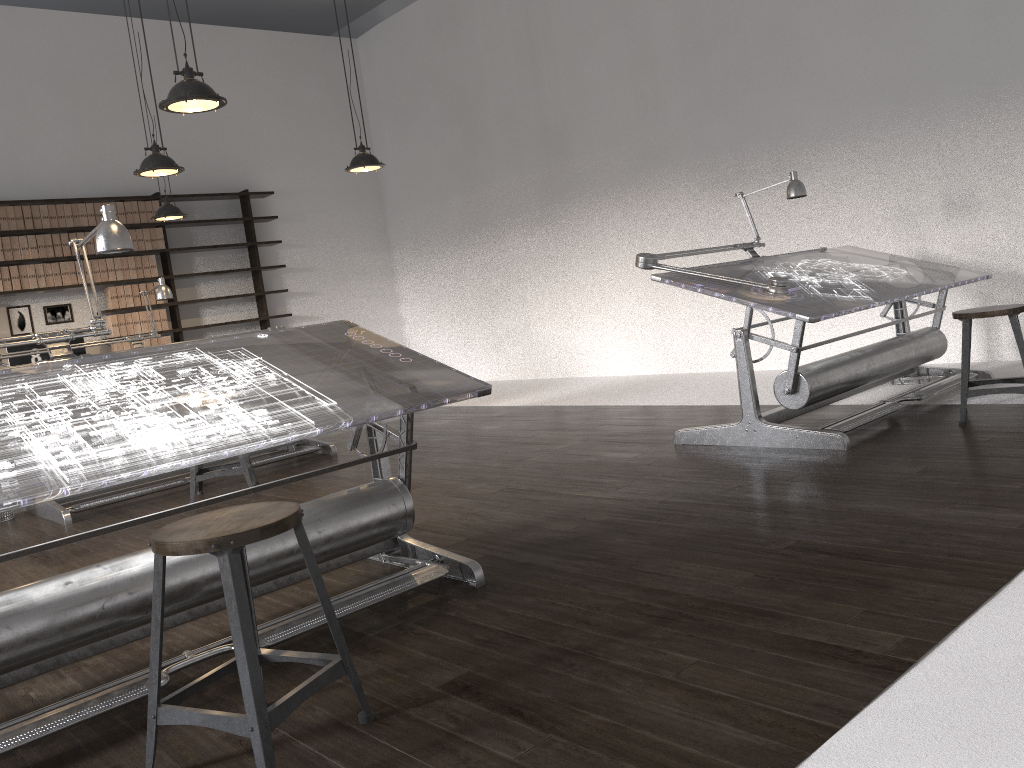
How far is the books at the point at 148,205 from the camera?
8.9m

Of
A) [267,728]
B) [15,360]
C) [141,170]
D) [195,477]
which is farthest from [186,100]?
[15,360]

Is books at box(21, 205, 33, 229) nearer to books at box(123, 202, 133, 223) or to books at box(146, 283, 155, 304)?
books at box(123, 202, 133, 223)

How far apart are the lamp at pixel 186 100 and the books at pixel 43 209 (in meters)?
4.88

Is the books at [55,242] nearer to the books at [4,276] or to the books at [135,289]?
the books at [4,276]

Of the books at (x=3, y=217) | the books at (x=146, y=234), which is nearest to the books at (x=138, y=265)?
the books at (x=146, y=234)

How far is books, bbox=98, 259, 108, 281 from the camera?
8.6m

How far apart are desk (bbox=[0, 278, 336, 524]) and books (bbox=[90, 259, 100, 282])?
2.8m

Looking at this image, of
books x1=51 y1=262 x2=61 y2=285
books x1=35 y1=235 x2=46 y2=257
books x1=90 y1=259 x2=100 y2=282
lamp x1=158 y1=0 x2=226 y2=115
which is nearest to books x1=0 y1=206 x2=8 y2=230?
books x1=35 y1=235 x2=46 y2=257

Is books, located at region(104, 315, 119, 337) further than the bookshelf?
No
